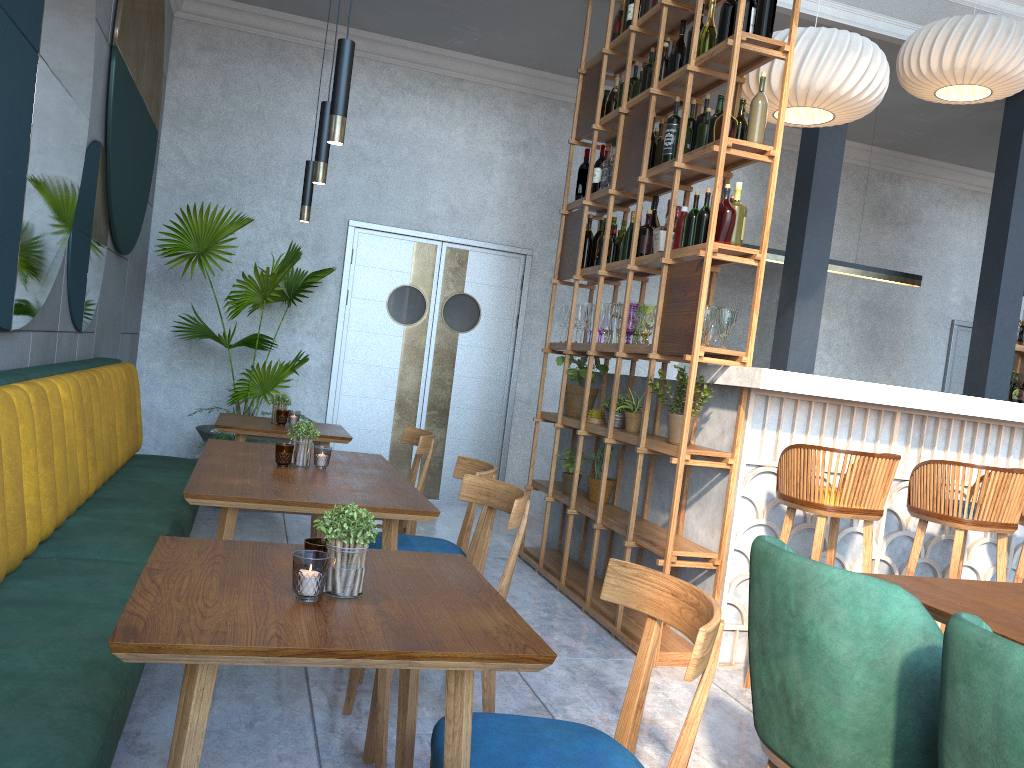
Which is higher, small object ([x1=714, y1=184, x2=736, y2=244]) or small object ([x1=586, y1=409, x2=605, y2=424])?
small object ([x1=714, y1=184, x2=736, y2=244])

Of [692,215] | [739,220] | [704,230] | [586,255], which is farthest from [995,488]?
[586,255]

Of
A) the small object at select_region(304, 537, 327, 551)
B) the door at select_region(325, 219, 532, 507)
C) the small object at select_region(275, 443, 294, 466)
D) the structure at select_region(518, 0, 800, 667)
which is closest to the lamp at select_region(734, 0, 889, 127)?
the structure at select_region(518, 0, 800, 667)

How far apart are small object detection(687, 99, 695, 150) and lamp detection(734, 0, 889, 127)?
0.42m

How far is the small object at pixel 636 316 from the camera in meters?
4.3

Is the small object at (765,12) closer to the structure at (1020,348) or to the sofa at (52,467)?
the sofa at (52,467)

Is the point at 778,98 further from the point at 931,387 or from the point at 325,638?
the point at 931,387

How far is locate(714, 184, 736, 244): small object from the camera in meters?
3.6 m

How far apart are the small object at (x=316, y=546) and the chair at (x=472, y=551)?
1.5 meters

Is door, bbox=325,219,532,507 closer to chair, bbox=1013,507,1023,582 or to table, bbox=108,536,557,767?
chair, bbox=1013,507,1023,582
